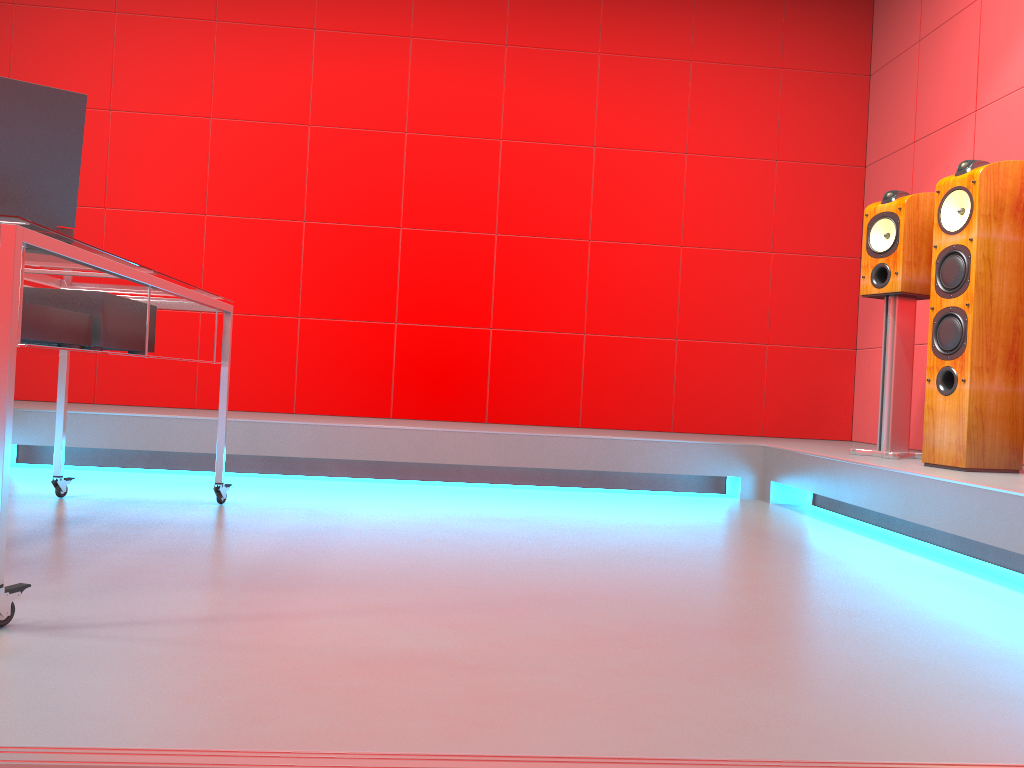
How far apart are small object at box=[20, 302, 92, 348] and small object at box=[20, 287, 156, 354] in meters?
0.1 m

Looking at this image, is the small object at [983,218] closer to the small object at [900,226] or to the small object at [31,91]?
the small object at [900,226]

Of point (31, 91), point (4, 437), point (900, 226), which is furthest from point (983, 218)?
point (4, 437)

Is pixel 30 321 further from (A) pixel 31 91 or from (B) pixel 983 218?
(B) pixel 983 218

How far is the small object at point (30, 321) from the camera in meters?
1.9

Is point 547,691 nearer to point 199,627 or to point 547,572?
point 199,627

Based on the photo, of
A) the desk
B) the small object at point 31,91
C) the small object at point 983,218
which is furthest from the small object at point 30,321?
the small object at point 983,218

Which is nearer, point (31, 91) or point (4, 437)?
point (4, 437)

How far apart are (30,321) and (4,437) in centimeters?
49cm

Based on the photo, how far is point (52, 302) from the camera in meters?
2.2
